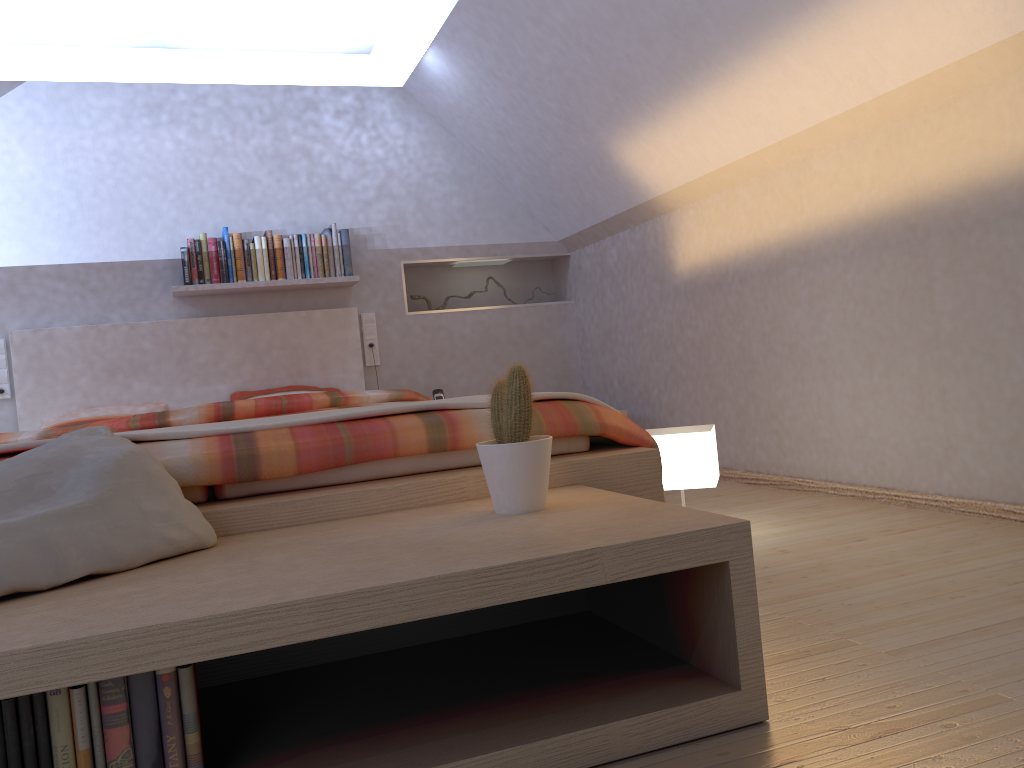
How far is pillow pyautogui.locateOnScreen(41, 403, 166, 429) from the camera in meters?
4.1 m

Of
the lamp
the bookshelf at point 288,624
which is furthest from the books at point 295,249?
the bookshelf at point 288,624

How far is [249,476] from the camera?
1.79m

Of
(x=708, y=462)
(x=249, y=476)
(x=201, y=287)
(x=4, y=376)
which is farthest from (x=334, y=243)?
(x=249, y=476)

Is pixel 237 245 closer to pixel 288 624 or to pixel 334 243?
pixel 334 243

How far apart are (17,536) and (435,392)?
3.46m

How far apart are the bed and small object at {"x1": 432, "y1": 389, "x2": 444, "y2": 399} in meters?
0.4 m

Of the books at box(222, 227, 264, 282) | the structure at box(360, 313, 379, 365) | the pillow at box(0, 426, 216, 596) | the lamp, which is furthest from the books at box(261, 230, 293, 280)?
the pillow at box(0, 426, 216, 596)

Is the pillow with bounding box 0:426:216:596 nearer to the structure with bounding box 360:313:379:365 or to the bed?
the bed

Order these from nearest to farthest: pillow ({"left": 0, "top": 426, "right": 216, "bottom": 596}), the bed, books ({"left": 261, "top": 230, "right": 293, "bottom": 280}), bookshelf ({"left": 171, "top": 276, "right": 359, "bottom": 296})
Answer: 1. pillow ({"left": 0, "top": 426, "right": 216, "bottom": 596})
2. the bed
3. bookshelf ({"left": 171, "top": 276, "right": 359, "bottom": 296})
4. books ({"left": 261, "top": 230, "right": 293, "bottom": 280})
